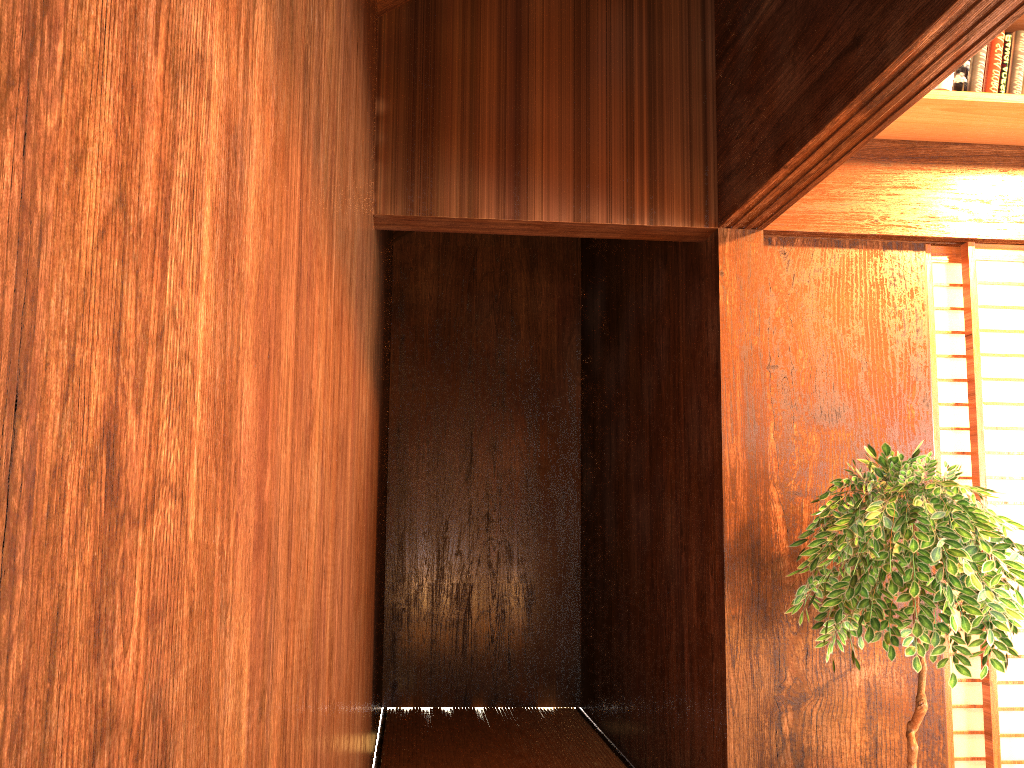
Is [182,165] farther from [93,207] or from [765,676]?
[765,676]

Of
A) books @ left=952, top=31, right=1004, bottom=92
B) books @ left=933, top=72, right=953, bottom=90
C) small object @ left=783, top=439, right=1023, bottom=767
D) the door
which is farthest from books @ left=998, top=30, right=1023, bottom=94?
small object @ left=783, top=439, right=1023, bottom=767

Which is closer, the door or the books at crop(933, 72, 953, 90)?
the books at crop(933, 72, 953, 90)

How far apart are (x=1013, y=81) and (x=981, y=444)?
1.18m

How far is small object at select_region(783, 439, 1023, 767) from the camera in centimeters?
226cm

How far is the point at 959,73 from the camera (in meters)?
2.82

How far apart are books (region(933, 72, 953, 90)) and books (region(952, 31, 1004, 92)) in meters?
0.0

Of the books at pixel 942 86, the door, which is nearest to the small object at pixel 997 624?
the door

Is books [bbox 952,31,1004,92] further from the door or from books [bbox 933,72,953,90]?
the door

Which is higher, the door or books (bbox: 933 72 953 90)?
books (bbox: 933 72 953 90)
